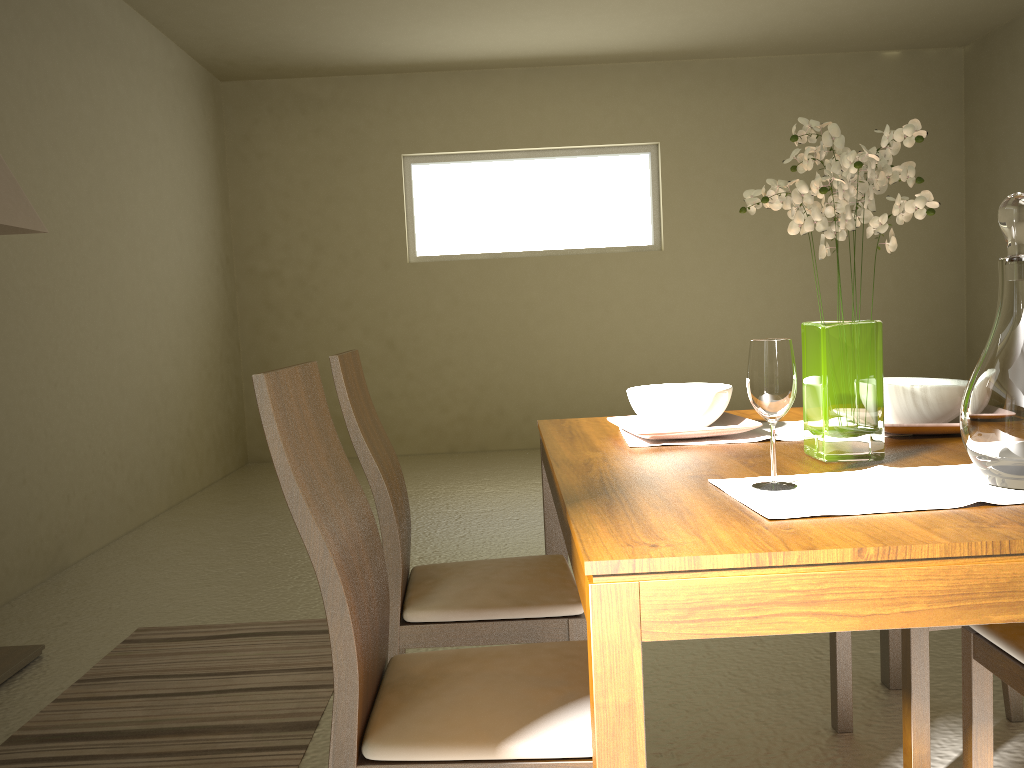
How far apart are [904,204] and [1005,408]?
0.4m

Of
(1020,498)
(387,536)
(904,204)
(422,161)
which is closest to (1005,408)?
(1020,498)

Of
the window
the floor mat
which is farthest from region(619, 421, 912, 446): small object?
the window

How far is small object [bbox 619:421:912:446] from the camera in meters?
1.9 m

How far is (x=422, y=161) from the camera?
7.0 meters

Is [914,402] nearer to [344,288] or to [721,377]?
[721,377]

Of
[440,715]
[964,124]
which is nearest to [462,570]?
[440,715]

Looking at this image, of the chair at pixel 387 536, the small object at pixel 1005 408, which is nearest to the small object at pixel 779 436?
the chair at pixel 387 536

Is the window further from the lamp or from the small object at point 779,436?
the small object at point 779,436

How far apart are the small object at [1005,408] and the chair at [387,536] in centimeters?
86cm
